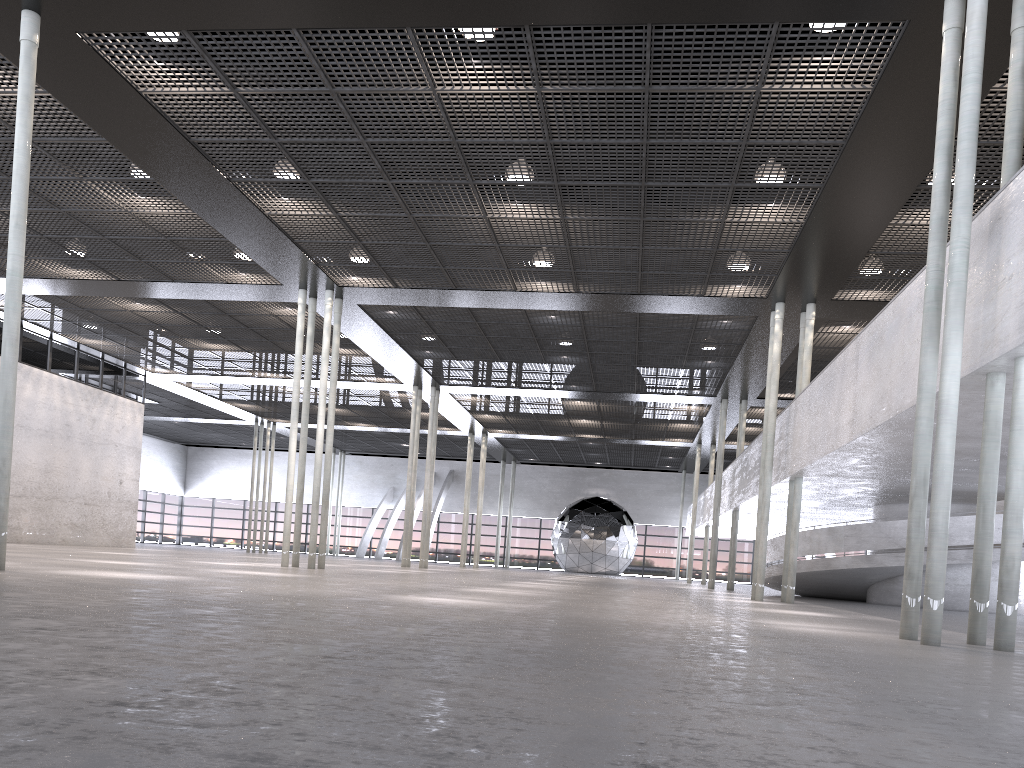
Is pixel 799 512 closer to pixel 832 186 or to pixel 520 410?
pixel 832 186

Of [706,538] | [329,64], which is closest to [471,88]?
[329,64]
